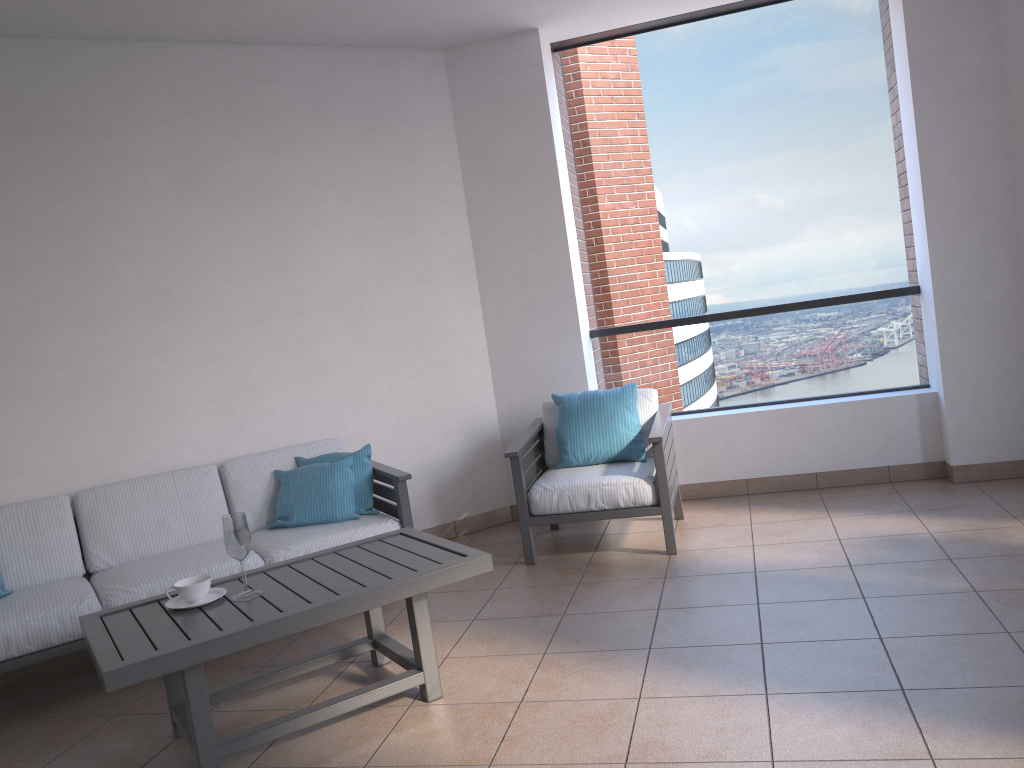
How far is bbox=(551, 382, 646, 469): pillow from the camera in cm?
471

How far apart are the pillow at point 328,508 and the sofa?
0.03m

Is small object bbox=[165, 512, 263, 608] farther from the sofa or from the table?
the sofa

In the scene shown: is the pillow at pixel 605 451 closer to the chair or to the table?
the chair

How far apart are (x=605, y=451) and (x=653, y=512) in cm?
48

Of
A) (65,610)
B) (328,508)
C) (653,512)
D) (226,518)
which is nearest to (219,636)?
(226,518)

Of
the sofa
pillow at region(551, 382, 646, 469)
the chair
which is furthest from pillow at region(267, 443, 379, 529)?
pillow at region(551, 382, 646, 469)

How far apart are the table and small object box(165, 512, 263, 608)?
0.0m

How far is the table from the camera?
2.6 meters

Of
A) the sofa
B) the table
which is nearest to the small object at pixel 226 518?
the table
